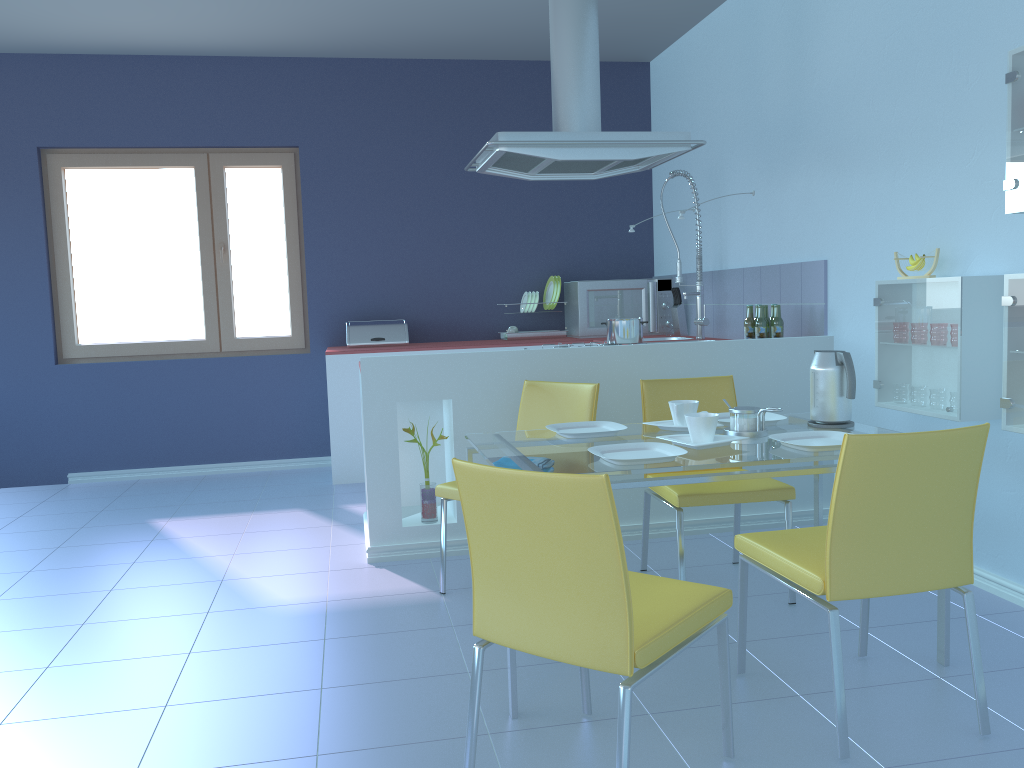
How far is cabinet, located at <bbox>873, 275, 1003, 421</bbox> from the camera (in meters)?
2.74

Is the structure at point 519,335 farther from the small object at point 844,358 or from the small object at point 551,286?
the small object at point 844,358

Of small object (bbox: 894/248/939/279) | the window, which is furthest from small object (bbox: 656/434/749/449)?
the window

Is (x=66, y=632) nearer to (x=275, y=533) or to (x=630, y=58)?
(x=275, y=533)

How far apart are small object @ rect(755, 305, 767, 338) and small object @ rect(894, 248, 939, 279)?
0.86m

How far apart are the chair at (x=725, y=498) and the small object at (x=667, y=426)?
0.2m

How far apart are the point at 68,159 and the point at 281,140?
1.2 meters

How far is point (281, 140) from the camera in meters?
5.4 m

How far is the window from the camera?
5.2 meters

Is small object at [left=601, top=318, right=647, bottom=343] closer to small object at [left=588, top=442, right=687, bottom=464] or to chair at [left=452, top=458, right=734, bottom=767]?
small object at [left=588, top=442, right=687, bottom=464]
